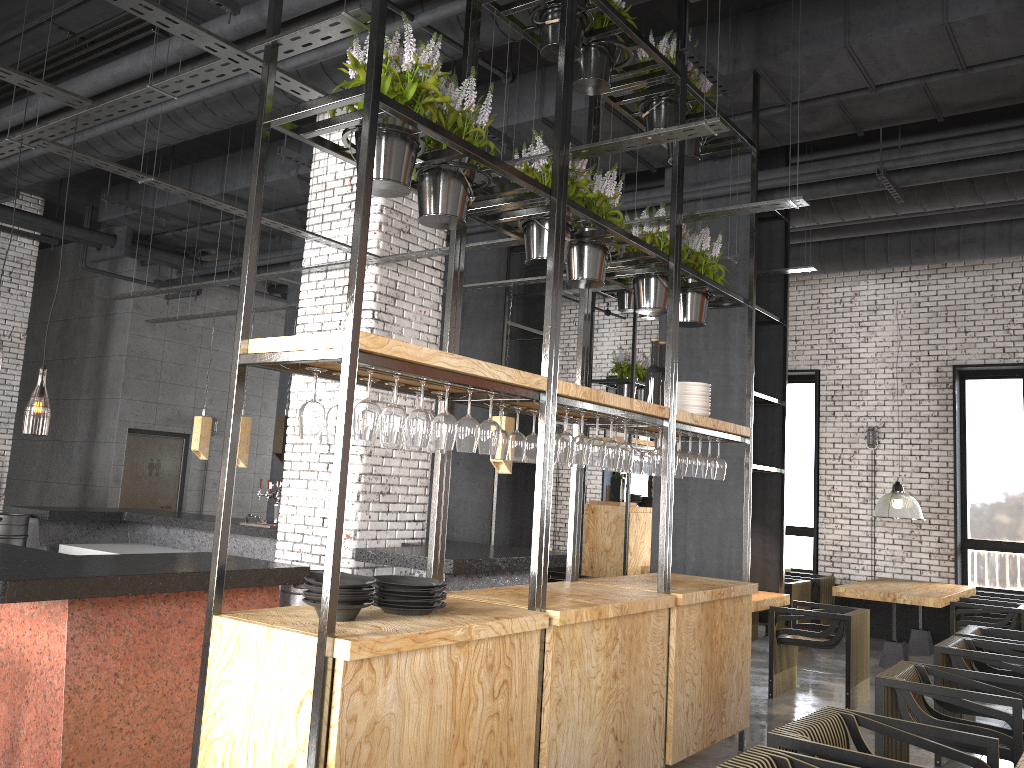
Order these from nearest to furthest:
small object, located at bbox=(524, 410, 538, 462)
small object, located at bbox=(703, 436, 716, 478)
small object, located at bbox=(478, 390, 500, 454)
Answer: small object, located at bbox=(478, 390, 500, 454)
small object, located at bbox=(524, 410, 538, 462)
small object, located at bbox=(703, 436, 716, 478)

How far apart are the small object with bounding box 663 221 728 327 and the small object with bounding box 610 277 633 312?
4.75m

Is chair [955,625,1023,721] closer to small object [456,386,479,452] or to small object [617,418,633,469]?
small object [617,418,633,469]

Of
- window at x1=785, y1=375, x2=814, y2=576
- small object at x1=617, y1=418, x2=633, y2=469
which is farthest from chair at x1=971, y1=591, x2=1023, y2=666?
small object at x1=617, y1=418, x2=633, y2=469

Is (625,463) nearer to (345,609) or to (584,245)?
(584,245)

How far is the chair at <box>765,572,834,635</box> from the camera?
10.3m

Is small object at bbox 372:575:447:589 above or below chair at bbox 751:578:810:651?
above

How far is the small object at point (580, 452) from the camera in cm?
430

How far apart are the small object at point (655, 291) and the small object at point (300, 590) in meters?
2.5 m

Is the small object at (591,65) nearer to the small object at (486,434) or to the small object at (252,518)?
the small object at (486,434)
